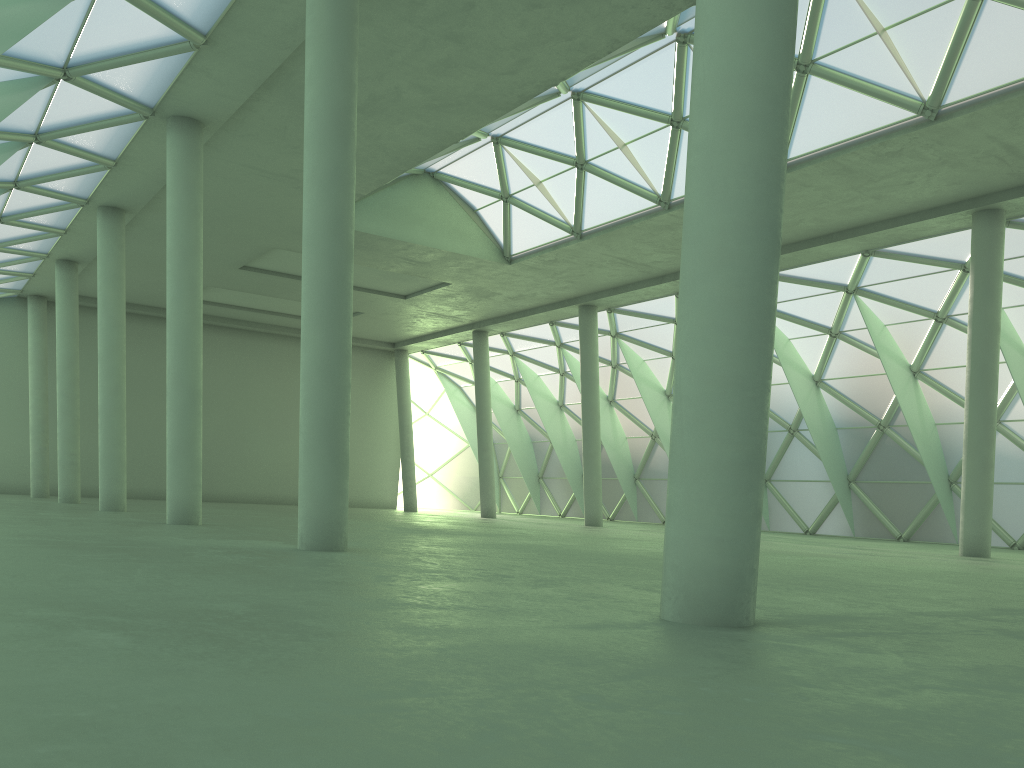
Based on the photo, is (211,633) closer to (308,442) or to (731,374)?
(731,374)
